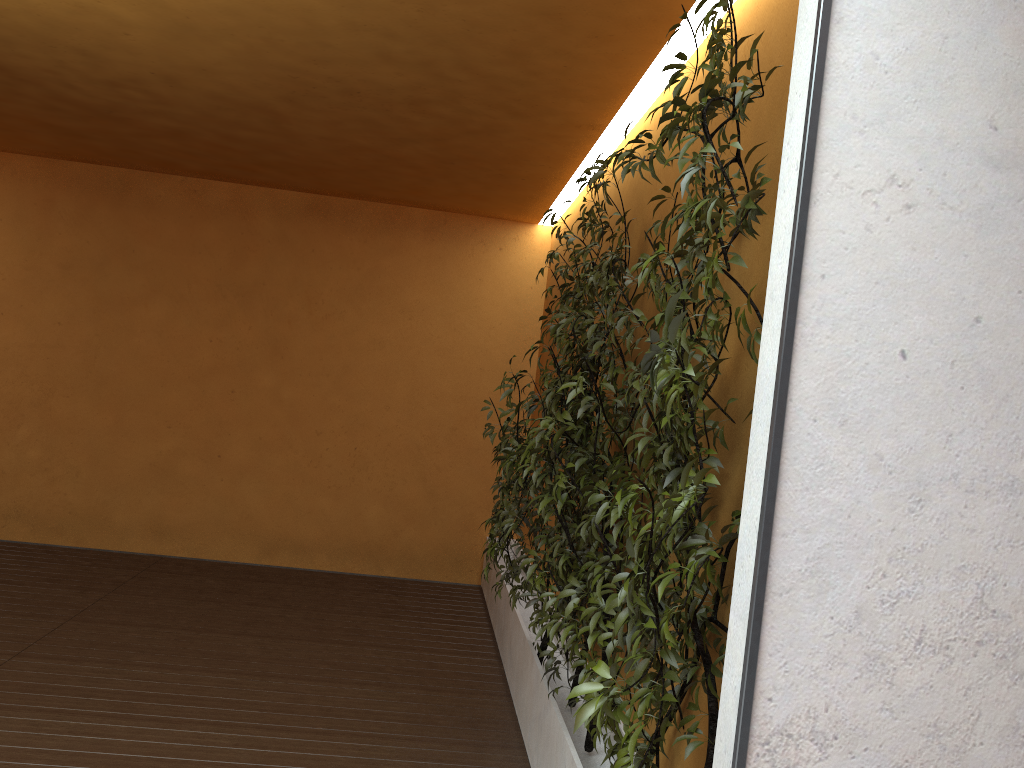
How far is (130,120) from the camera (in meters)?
5.50

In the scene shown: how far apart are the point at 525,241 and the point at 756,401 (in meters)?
5.73

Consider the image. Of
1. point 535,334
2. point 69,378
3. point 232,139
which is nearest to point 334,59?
point 232,139

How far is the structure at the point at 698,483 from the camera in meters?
1.8 m

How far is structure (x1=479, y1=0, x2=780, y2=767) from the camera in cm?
181
